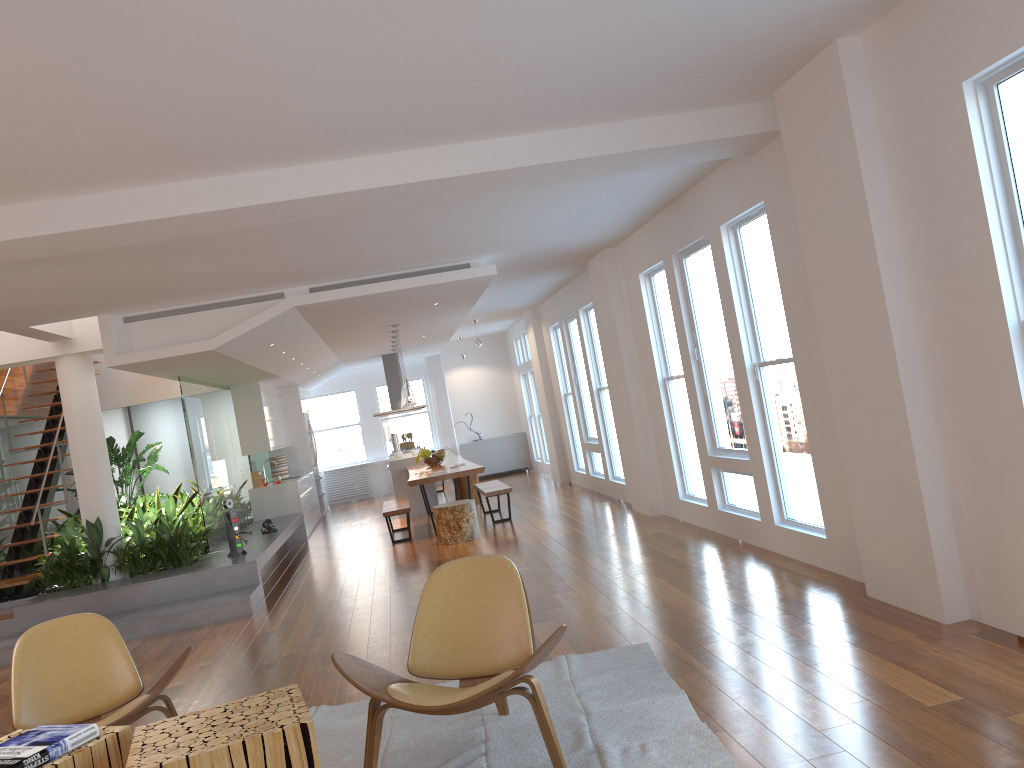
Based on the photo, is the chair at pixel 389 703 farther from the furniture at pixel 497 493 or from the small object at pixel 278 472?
the small object at pixel 278 472

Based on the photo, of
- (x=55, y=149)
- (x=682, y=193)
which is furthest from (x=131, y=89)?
(x=682, y=193)

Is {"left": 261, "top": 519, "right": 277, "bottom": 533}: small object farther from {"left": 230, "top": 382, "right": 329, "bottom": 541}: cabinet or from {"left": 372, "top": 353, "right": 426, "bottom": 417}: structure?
{"left": 372, "top": 353, "right": 426, "bottom": 417}: structure

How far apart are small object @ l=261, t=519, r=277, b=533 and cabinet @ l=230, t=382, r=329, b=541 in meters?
2.0 m

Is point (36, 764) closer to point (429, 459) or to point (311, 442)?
point (429, 459)

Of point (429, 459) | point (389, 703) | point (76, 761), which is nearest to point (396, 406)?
point (429, 459)

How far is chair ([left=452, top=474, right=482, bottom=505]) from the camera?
12.63m

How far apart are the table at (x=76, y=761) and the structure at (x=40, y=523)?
6.1m

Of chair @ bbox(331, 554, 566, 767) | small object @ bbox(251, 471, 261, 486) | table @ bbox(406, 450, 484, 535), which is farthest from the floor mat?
small object @ bbox(251, 471, 261, 486)

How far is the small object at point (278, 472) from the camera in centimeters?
1396cm
